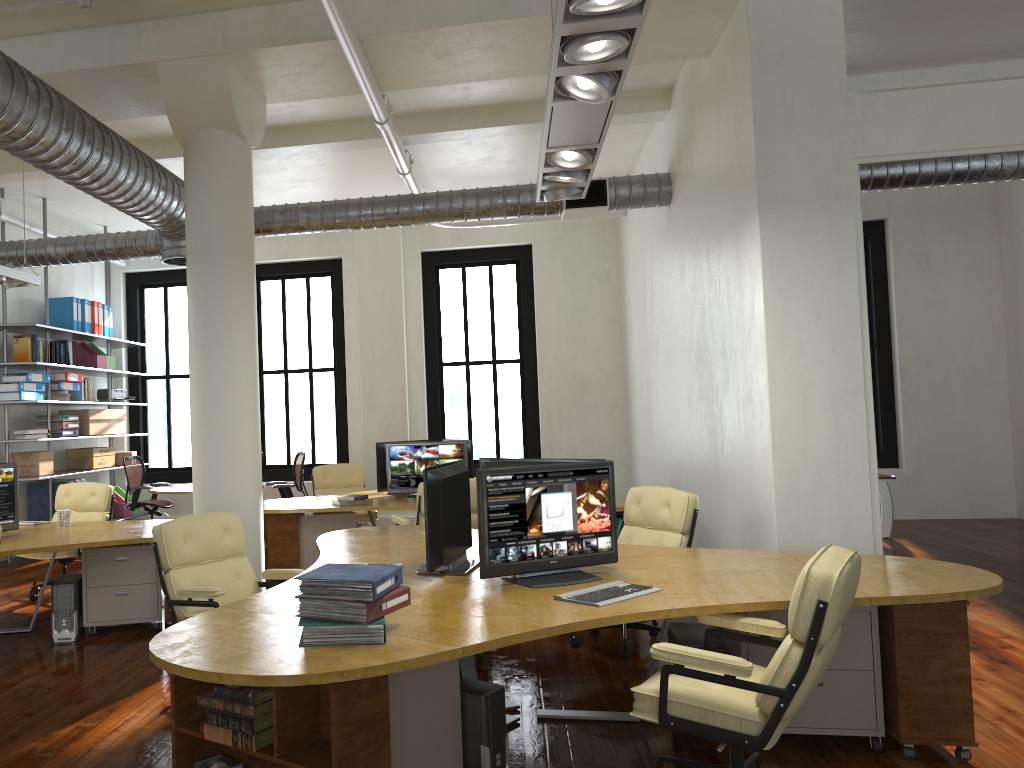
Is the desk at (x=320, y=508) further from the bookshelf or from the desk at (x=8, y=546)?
the bookshelf

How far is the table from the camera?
10.8 meters

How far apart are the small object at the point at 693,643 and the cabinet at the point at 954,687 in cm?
5

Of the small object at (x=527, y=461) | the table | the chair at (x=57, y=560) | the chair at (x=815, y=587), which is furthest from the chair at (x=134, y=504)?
the chair at (x=815, y=587)

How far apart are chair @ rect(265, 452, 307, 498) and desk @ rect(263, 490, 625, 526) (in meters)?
1.57

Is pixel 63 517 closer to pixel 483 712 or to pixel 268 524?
pixel 268 524

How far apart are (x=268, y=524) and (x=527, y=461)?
3.82m

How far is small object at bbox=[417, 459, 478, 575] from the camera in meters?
4.3

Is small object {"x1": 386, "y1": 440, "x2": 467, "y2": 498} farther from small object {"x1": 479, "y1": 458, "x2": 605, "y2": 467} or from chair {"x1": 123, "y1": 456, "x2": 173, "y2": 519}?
chair {"x1": 123, "y1": 456, "x2": 173, "y2": 519}

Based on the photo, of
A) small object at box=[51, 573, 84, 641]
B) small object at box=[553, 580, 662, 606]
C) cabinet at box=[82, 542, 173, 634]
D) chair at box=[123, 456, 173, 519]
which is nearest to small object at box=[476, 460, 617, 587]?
small object at box=[553, 580, 662, 606]
